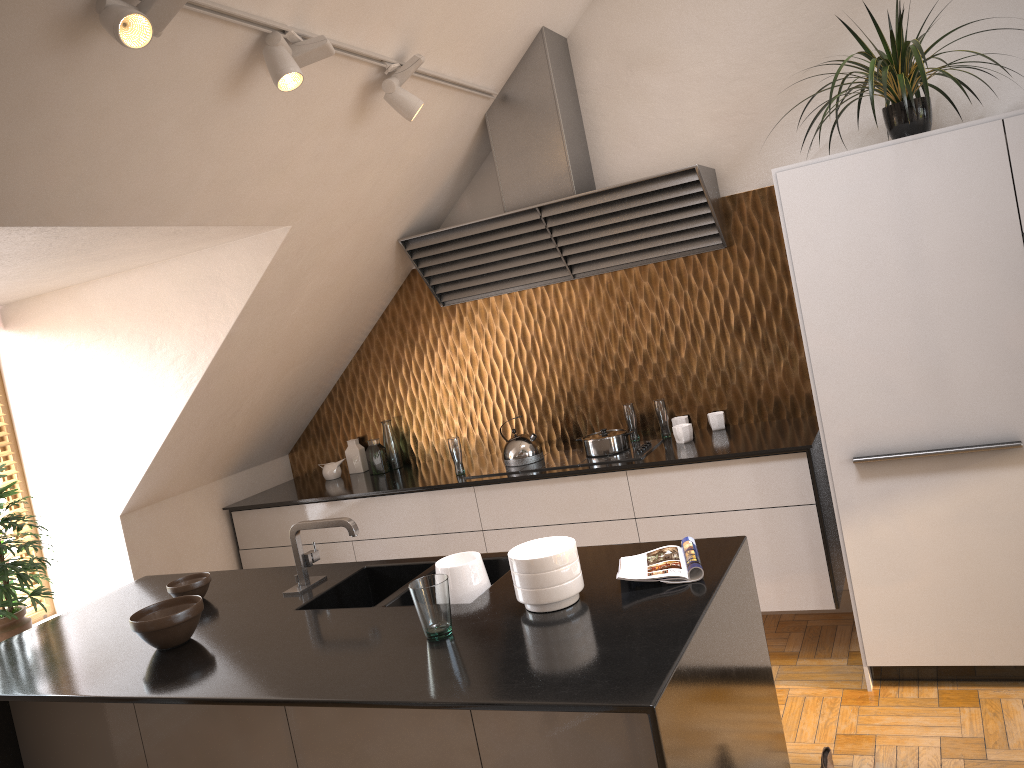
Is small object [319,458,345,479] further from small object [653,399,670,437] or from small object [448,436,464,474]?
small object [653,399,670,437]

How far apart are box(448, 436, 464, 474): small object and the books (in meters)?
1.92

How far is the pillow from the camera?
2.35m

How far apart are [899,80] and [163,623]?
3.0 meters

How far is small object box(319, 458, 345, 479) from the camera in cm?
503

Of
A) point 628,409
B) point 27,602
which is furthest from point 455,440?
point 27,602

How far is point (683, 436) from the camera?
4.0 meters

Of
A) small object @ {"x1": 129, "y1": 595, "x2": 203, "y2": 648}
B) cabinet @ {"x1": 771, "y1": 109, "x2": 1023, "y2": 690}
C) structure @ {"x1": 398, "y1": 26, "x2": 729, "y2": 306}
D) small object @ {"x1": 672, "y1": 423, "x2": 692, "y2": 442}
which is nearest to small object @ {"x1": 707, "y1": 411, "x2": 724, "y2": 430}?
small object @ {"x1": 672, "y1": 423, "x2": 692, "y2": 442}

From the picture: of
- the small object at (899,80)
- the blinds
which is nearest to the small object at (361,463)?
the blinds

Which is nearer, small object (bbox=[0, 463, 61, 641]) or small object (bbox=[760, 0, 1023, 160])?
small object (bbox=[760, 0, 1023, 160])
